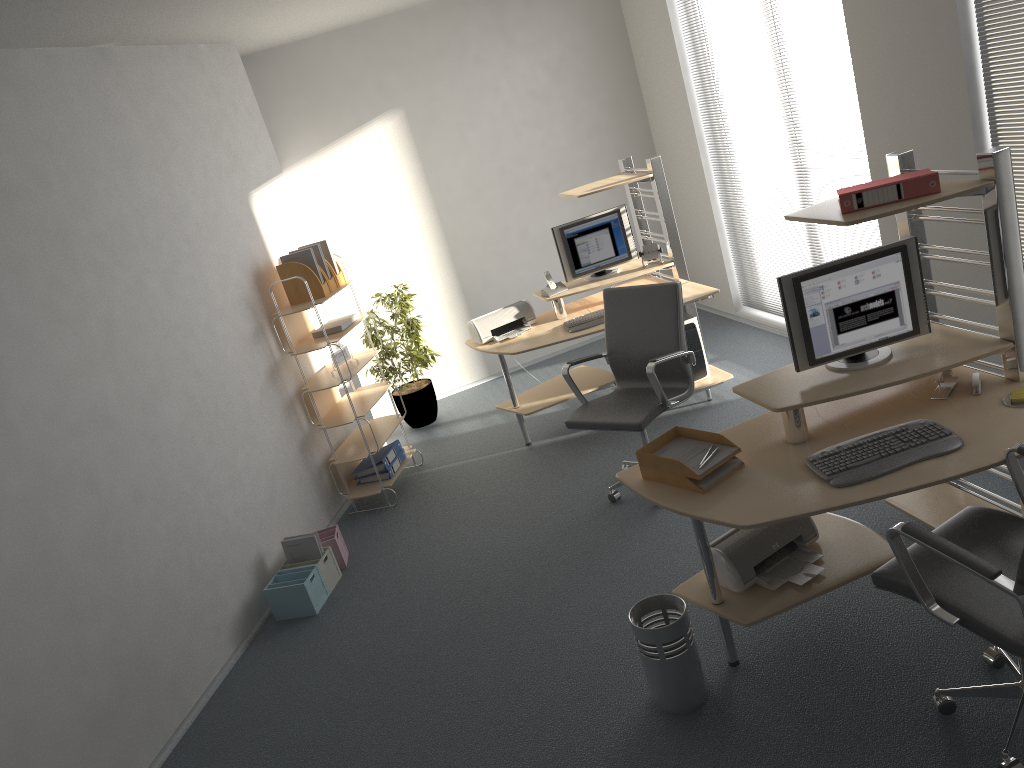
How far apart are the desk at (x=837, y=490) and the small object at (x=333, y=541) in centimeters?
217cm

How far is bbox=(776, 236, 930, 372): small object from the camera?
3.22m

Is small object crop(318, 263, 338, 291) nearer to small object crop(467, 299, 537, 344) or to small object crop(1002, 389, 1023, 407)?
small object crop(467, 299, 537, 344)

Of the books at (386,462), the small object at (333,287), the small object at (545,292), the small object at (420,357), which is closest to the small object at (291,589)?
the books at (386,462)

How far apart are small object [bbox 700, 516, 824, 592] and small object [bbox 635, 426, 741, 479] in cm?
37

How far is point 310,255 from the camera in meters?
5.4

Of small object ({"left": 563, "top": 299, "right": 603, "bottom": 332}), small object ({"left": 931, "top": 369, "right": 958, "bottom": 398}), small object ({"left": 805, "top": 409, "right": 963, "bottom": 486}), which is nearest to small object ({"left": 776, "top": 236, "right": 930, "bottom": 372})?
small object ({"left": 931, "top": 369, "right": 958, "bottom": 398})

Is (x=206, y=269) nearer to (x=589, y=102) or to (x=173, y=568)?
(x=173, y=568)

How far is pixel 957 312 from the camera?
4.7 meters

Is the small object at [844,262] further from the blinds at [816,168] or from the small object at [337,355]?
the small object at [337,355]
